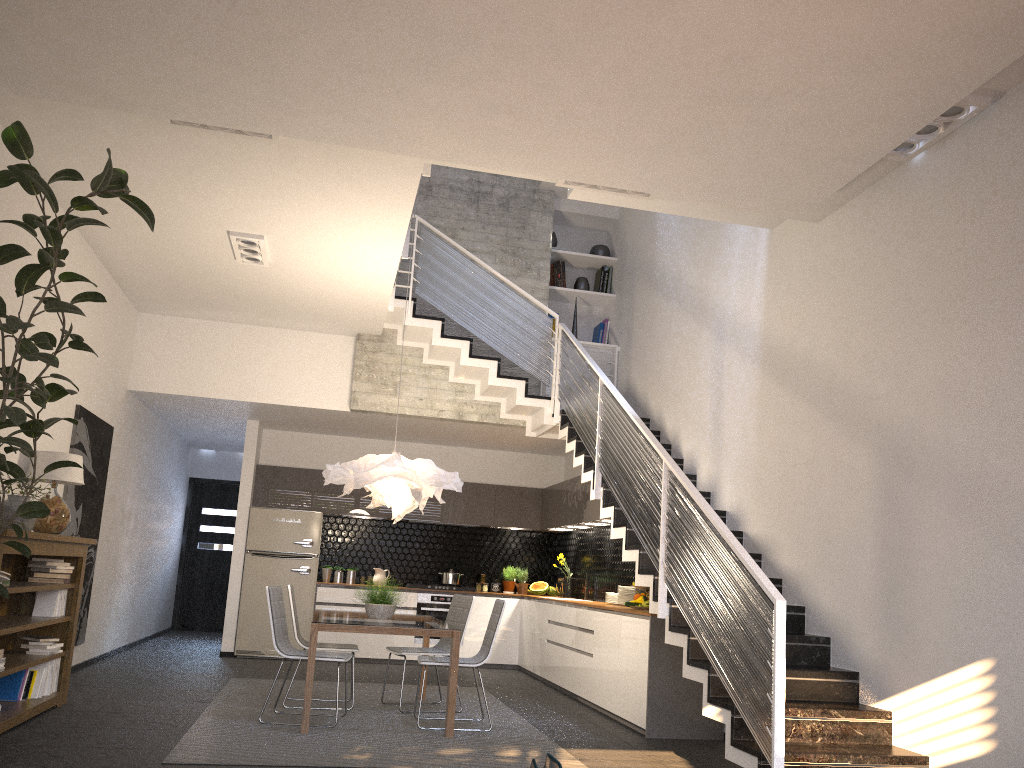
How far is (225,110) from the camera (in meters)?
4.76

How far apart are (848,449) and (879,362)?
0.6 meters

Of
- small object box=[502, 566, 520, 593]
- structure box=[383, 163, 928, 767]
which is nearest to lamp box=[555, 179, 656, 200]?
structure box=[383, 163, 928, 767]

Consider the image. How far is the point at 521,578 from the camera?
11.19m

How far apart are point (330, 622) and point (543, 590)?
5.5m

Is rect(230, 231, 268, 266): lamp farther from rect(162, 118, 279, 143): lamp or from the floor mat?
the floor mat

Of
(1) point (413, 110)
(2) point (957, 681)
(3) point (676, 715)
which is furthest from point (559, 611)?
(1) point (413, 110)

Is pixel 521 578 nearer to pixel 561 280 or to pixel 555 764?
pixel 561 280

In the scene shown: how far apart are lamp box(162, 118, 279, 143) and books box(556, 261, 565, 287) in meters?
5.5 m

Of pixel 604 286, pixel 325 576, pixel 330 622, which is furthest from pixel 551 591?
pixel 330 622
